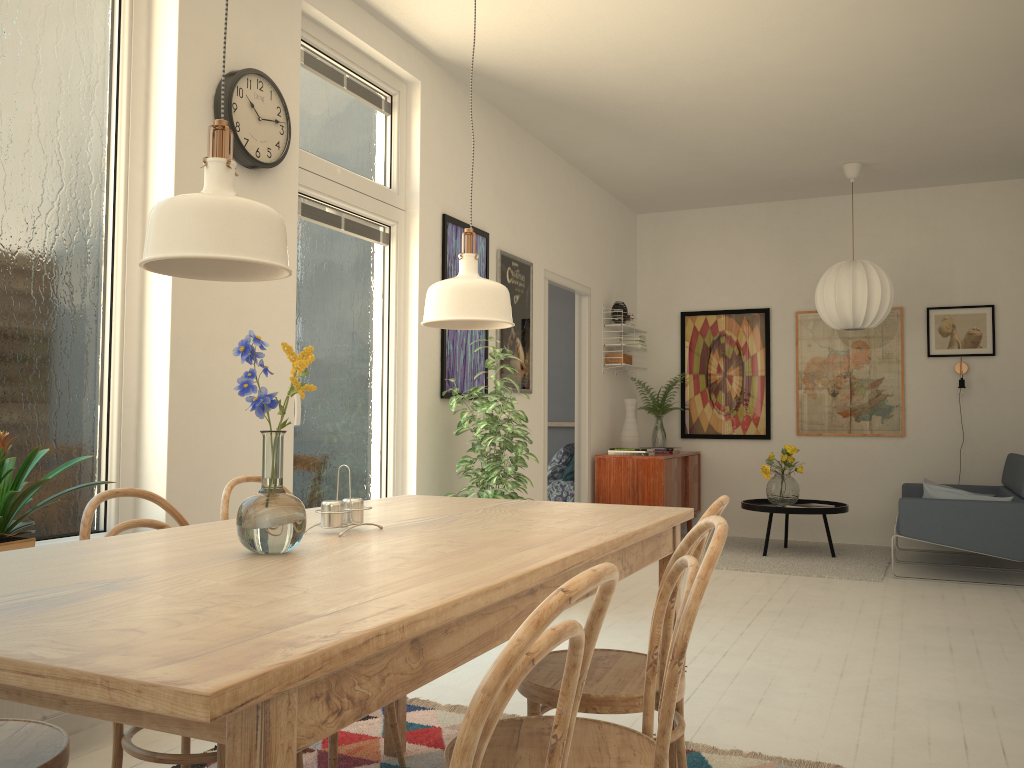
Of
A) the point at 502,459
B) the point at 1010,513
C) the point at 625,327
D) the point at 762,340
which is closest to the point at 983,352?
the point at 762,340

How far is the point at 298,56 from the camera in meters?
3.7

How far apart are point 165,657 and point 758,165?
6.4m

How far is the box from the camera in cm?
723

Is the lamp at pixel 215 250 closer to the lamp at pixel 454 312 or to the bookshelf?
the lamp at pixel 454 312

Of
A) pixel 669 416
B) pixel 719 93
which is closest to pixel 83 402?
pixel 719 93

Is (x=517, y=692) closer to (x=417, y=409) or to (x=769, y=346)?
(x=417, y=409)

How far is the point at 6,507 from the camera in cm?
236

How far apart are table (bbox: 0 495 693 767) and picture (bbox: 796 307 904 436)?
5.5 meters

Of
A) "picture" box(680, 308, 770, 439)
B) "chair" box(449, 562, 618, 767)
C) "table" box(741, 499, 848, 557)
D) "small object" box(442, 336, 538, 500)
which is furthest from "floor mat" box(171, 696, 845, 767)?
"picture" box(680, 308, 770, 439)
